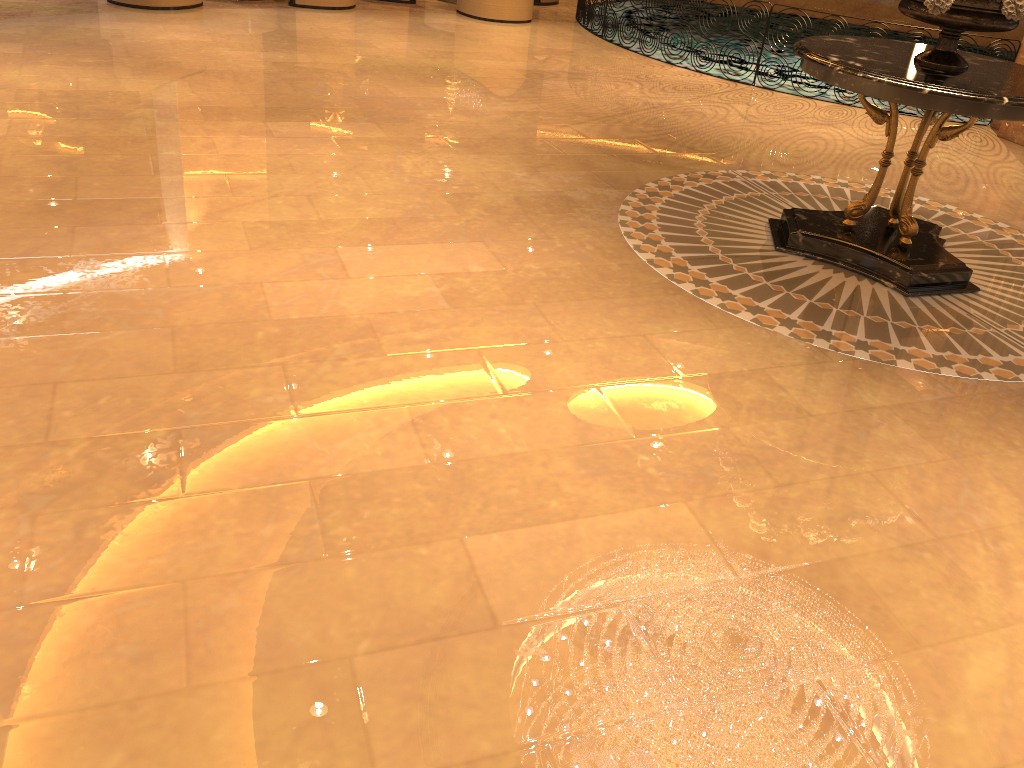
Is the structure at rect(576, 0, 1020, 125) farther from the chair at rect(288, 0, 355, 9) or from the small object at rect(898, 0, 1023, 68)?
the small object at rect(898, 0, 1023, 68)

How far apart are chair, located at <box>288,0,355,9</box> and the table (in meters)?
7.02

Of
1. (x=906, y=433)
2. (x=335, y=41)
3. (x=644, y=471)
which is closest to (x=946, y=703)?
(x=644, y=471)

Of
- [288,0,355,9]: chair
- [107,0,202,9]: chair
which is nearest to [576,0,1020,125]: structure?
[288,0,355,9]: chair

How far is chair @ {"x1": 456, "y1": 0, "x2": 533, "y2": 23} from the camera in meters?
10.8

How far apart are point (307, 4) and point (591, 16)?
3.4 meters

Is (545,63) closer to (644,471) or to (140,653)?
(644,471)

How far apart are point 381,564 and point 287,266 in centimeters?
211cm

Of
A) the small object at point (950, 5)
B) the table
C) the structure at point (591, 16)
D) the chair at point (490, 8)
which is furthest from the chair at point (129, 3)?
the small object at point (950, 5)

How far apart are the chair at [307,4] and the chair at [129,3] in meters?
1.1 m
